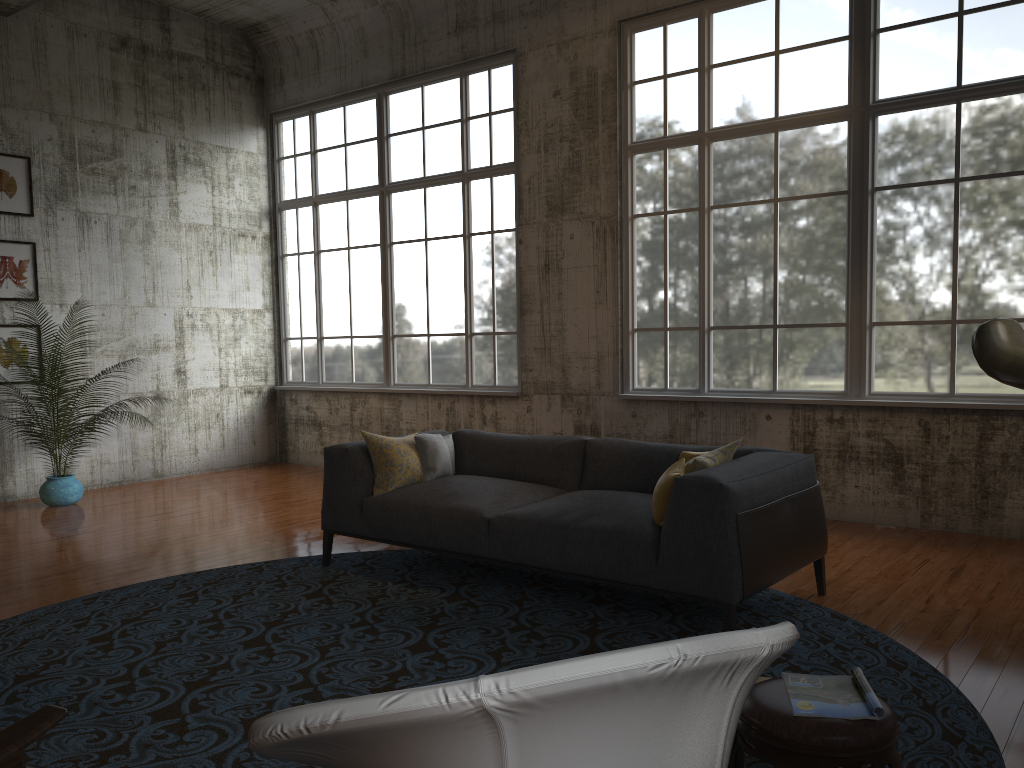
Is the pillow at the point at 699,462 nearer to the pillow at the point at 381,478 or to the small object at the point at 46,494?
the pillow at the point at 381,478

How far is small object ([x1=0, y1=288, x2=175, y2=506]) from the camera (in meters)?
8.25

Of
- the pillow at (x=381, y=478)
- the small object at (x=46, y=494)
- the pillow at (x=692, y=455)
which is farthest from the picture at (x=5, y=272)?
the pillow at (x=692, y=455)

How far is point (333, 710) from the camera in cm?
129

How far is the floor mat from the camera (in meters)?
3.34

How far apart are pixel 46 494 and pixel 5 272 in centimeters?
223cm

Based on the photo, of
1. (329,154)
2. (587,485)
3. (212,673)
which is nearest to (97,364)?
(329,154)

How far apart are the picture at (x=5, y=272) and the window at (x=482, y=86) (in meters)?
2.98

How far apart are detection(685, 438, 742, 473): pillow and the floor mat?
0.79m

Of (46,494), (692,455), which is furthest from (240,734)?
(46,494)
